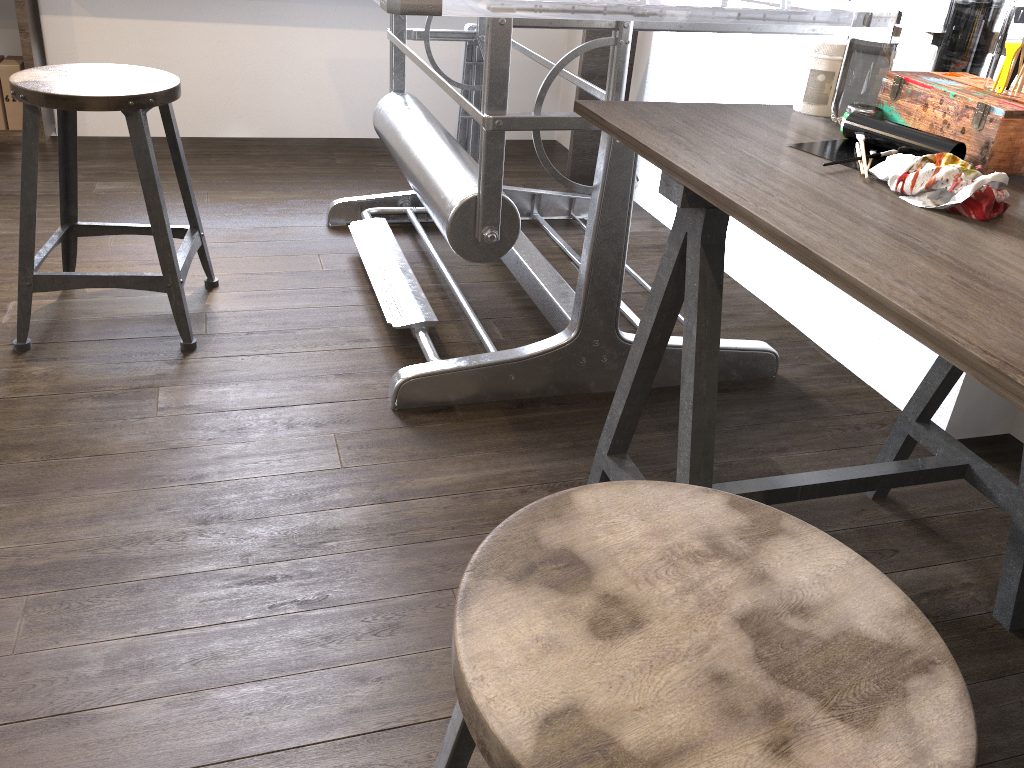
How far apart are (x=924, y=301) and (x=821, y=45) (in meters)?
0.69

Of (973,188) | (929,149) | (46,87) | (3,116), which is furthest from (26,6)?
(973,188)

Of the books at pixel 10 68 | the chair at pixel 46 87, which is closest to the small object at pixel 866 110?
the chair at pixel 46 87

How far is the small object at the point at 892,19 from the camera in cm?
115

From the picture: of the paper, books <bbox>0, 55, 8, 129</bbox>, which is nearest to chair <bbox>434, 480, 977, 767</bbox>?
the paper

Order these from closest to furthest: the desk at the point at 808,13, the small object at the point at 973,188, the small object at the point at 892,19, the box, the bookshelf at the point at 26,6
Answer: the small object at the point at 973,188, the box, the small object at the point at 892,19, the desk at the point at 808,13, the bookshelf at the point at 26,6

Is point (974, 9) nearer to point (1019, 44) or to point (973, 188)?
point (1019, 44)

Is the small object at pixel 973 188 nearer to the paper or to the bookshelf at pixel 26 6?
the paper

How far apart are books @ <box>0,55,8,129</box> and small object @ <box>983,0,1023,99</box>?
3.1m

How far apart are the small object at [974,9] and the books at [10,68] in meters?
2.9 m
